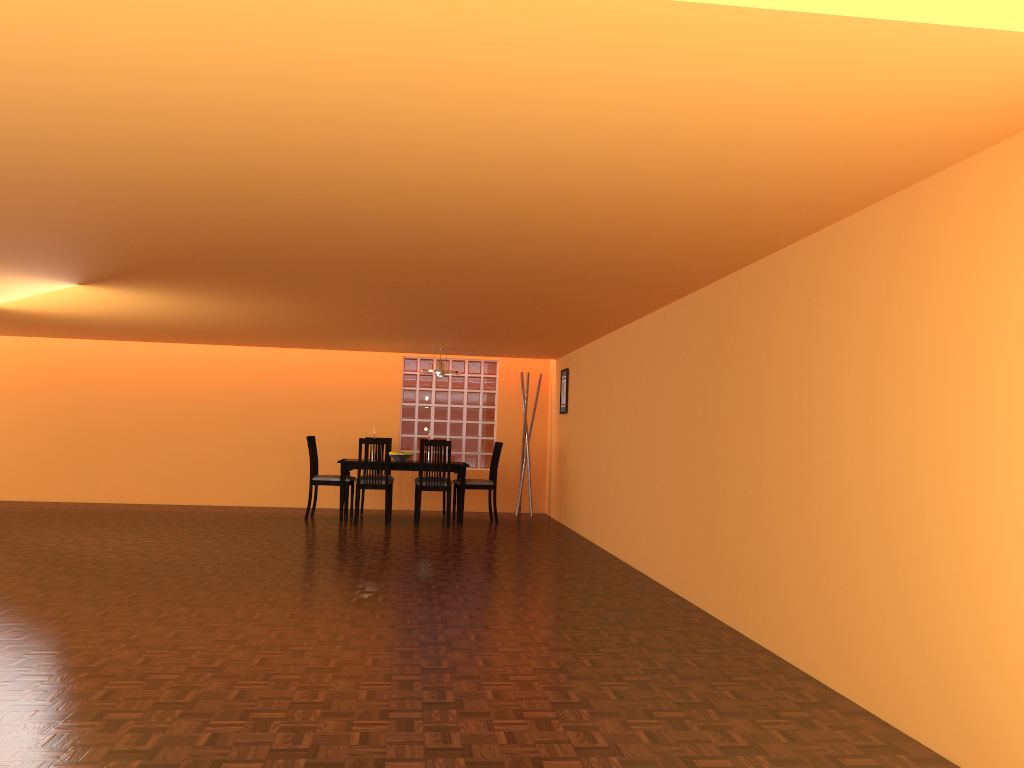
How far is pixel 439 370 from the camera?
8.7 meters

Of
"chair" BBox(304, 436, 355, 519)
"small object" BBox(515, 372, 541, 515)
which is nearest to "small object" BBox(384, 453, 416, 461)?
"chair" BBox(304, 436, 355, 519)

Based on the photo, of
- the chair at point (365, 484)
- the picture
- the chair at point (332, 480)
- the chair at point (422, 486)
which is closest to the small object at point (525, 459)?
the picture

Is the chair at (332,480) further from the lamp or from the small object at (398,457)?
the lamp

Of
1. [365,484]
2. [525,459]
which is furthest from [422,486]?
[525,459]

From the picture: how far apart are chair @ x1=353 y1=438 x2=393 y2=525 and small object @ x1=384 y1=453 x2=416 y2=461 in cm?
43

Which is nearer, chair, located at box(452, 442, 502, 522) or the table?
the table

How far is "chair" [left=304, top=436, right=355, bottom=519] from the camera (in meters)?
8.58

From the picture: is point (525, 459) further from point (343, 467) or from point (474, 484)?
point (343, 467)

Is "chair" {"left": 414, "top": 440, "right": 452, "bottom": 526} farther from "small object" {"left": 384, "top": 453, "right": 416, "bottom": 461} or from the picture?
the picture
